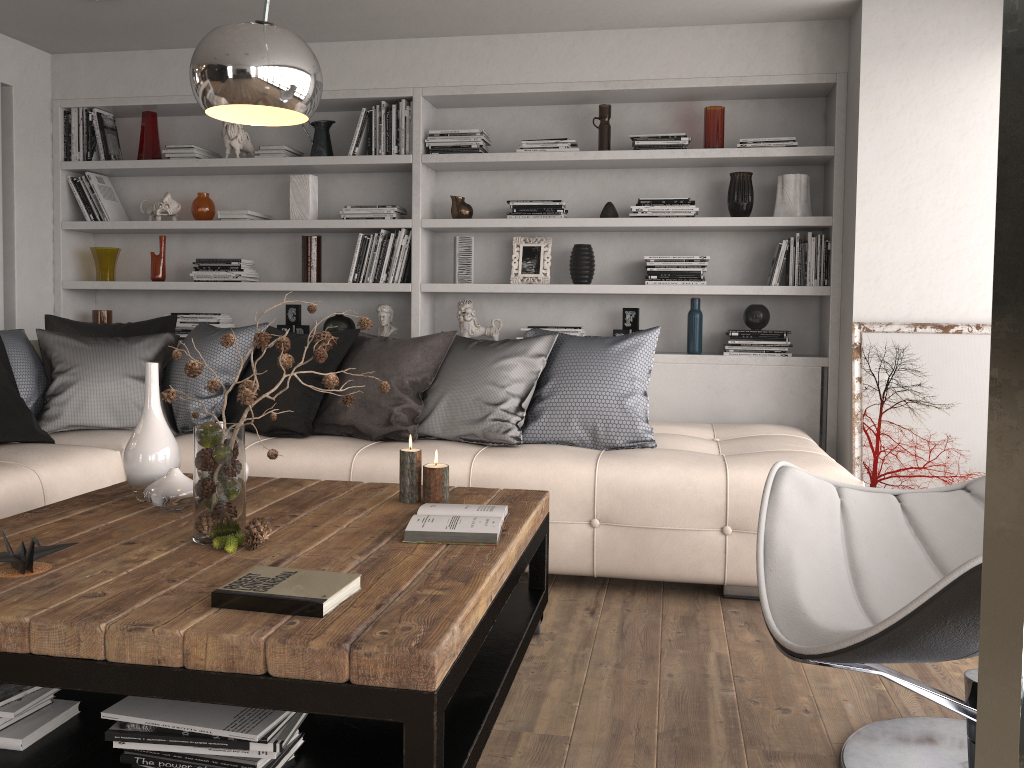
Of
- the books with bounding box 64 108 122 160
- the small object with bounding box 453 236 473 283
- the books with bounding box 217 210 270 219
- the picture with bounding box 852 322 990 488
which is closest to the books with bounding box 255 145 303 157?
the books with bounding box 217 210 270 219

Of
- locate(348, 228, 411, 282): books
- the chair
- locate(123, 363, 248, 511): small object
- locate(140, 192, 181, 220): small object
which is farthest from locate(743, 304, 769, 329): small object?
locate(140, 192, 181, 220): small object

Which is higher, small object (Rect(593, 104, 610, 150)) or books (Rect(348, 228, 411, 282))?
small object (Rect(593, 104, 610, 150))

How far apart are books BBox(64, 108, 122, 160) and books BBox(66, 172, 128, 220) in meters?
0.1

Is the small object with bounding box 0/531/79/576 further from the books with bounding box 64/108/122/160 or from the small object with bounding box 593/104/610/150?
the books with bounding box 64/108/122/160

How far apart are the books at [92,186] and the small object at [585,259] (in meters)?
2.66

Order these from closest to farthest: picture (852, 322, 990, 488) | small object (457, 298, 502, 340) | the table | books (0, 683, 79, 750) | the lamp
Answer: the lamp → the table → books (0, 683, 79, 750) → picture (852, 322, 990, 488) → small object (457, 298, 502, 340)

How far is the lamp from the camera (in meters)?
0.71

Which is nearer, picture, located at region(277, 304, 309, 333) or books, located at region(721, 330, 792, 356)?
books, located at region(721, 330, 792, 356)

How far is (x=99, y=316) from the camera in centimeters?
512cm
